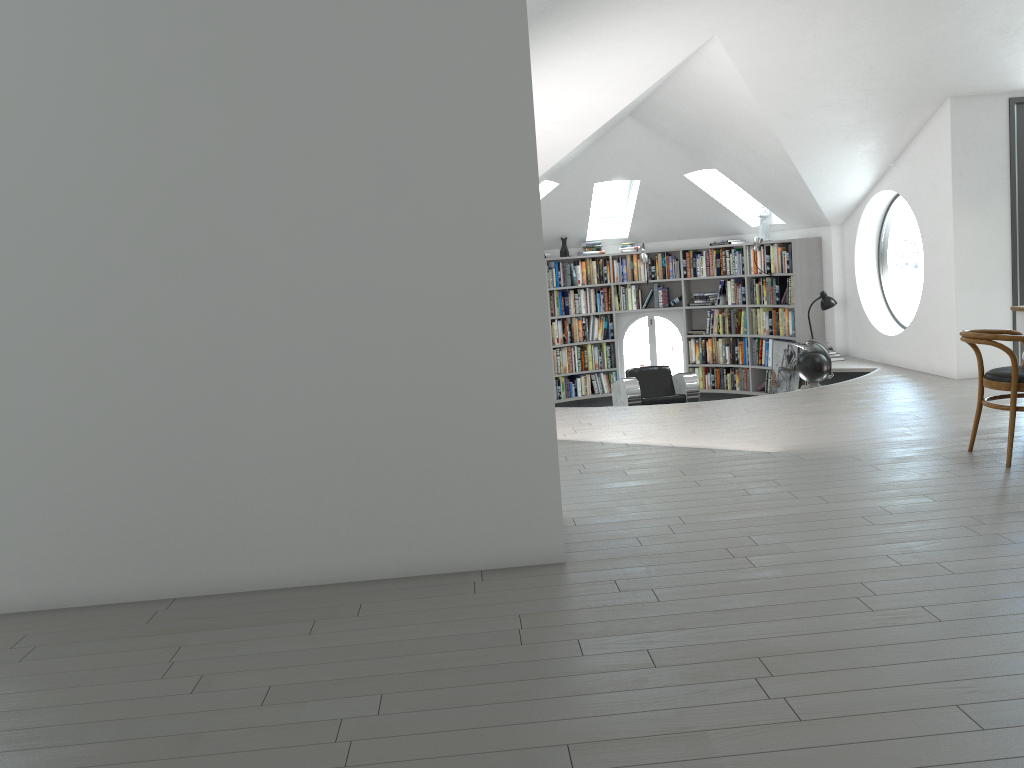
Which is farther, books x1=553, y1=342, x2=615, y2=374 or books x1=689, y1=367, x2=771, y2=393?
books x1=553, y1=342, x2=615, y2=374

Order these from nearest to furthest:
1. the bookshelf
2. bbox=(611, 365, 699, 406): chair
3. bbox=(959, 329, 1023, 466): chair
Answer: bbox=(959, 329, 1023, 466): chair → bbox=(611, 365, 699, 406): chair → the bookshelf

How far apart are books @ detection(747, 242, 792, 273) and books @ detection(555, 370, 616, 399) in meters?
2.3 m

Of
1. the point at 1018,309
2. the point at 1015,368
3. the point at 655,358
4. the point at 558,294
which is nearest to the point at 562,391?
the point at 558,294

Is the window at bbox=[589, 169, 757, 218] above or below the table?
above

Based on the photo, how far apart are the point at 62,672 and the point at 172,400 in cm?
111

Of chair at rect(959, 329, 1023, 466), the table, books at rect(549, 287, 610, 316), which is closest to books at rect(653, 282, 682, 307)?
books at rect(549, 287, 610, 316)

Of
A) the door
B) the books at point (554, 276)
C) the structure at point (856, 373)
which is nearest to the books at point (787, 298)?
the structure at point (856, 373)

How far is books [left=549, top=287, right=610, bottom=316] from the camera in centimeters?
1178cm

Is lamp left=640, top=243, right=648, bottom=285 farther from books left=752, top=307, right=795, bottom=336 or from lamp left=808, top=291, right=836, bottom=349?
lamp left=808, top=291, right=836, bottom=349
